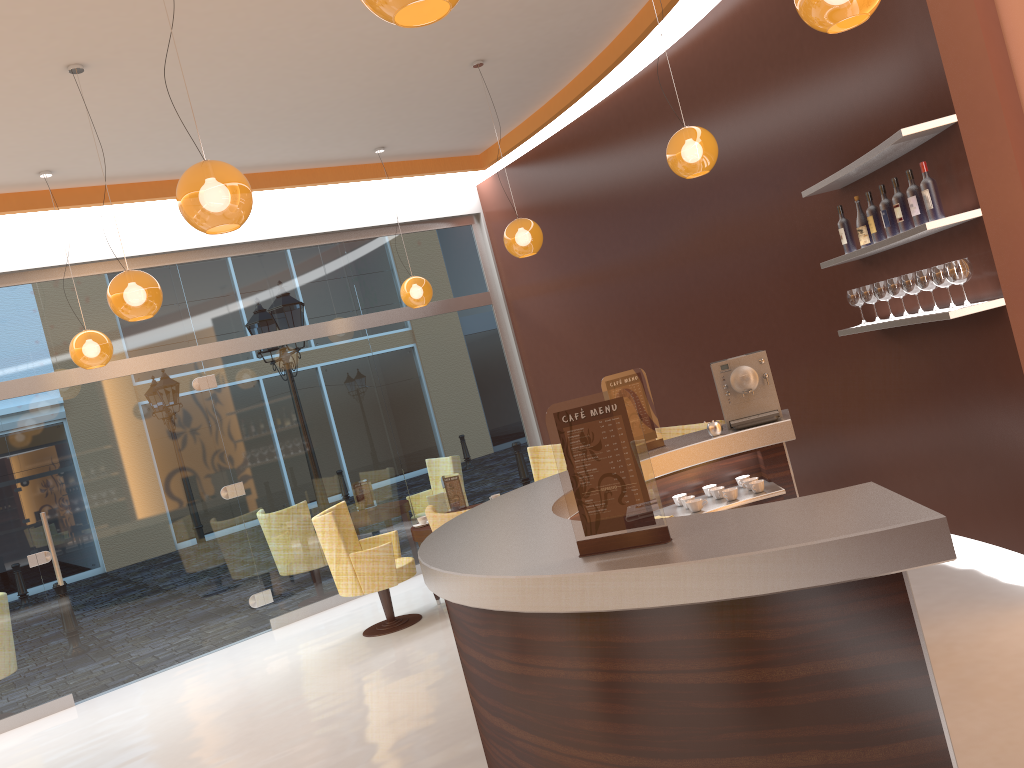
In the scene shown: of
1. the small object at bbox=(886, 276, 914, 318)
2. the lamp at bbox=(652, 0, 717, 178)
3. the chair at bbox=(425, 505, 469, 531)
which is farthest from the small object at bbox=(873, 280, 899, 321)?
the chair at bbox=(425, 505, 469, 531)

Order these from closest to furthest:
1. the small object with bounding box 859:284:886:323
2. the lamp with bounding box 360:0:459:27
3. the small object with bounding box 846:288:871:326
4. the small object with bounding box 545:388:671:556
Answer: the lamp with bounding box 360:0:459:27
the small object with bounding box 545:388:671:556
the small object with bounding box 859:284:886:323
the small object with bounding box 846:288:871:326

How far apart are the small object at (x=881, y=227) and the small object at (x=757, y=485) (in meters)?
1.72

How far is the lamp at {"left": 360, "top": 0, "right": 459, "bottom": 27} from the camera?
2.1 meters

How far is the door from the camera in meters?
7.1 m

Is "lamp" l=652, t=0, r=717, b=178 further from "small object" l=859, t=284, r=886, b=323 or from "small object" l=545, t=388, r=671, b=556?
"small object" l=545, t=388, r=671, b=556

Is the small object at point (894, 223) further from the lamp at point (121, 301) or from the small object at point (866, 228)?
the lamp at point (121, 301)

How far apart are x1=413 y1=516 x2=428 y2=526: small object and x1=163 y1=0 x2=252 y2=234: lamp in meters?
3.8

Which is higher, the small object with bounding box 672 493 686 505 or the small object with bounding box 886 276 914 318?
the small object with bounding box 886 276 914 318

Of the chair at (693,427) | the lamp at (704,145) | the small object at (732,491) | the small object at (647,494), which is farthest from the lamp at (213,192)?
the chair at (693,427)
